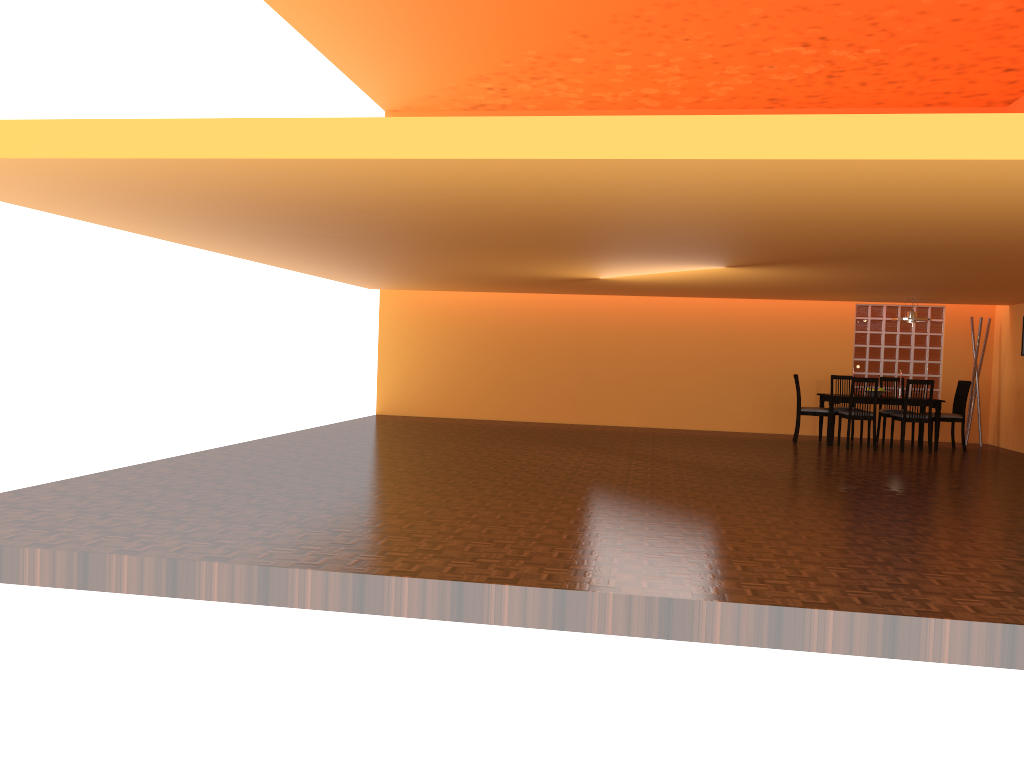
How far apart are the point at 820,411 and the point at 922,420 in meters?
1.1 m

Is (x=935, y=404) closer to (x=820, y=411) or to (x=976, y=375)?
(x=820, y=411)

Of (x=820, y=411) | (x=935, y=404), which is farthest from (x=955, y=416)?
(x=820, y=411)

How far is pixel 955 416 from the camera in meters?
10.0

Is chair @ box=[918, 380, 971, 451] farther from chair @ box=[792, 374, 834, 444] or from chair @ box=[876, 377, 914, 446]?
chair @ box=[792, 374, 834, 444]

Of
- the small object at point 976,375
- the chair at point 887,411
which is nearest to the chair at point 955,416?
the chair at point 887,411

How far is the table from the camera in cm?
991

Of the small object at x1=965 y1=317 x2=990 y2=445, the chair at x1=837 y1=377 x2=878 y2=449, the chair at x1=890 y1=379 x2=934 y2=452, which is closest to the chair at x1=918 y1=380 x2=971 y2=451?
the chair at x1=890 y1=379 x2=934 y2=452

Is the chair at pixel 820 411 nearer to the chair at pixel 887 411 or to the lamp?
the chair at pixel 887 411

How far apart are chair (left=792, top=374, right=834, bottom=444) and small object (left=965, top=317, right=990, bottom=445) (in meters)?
2.16
